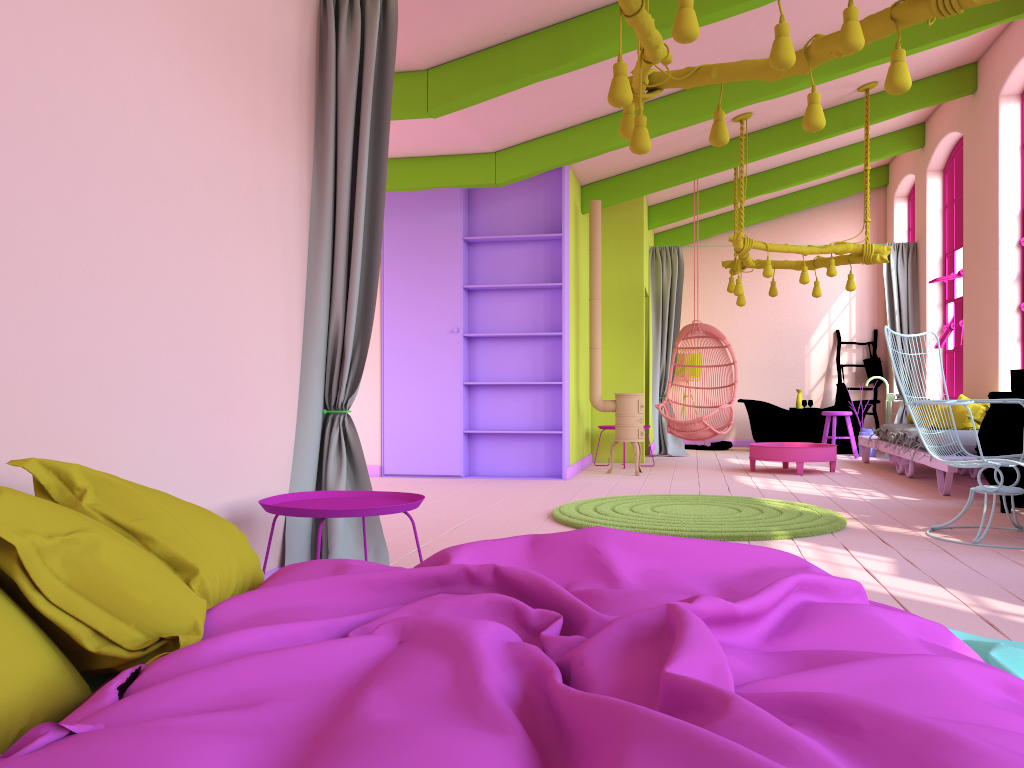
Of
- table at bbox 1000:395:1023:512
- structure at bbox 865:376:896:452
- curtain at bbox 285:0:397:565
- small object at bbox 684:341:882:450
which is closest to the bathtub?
small object at bbox 684:341:882:450

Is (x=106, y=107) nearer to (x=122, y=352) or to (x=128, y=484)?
(x=122, y=352)

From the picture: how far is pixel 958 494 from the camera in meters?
7.2 m

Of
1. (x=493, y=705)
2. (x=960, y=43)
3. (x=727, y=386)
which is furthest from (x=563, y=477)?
(x=493, y=705)

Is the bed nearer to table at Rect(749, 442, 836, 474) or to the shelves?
the shelves

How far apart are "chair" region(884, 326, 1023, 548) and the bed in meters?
A: 2.1

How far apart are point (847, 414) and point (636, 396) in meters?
3.5 m

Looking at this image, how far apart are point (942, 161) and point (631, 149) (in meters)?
8.15

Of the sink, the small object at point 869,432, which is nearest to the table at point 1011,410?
the sink

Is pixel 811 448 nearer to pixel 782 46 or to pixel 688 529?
pixel 688 529
